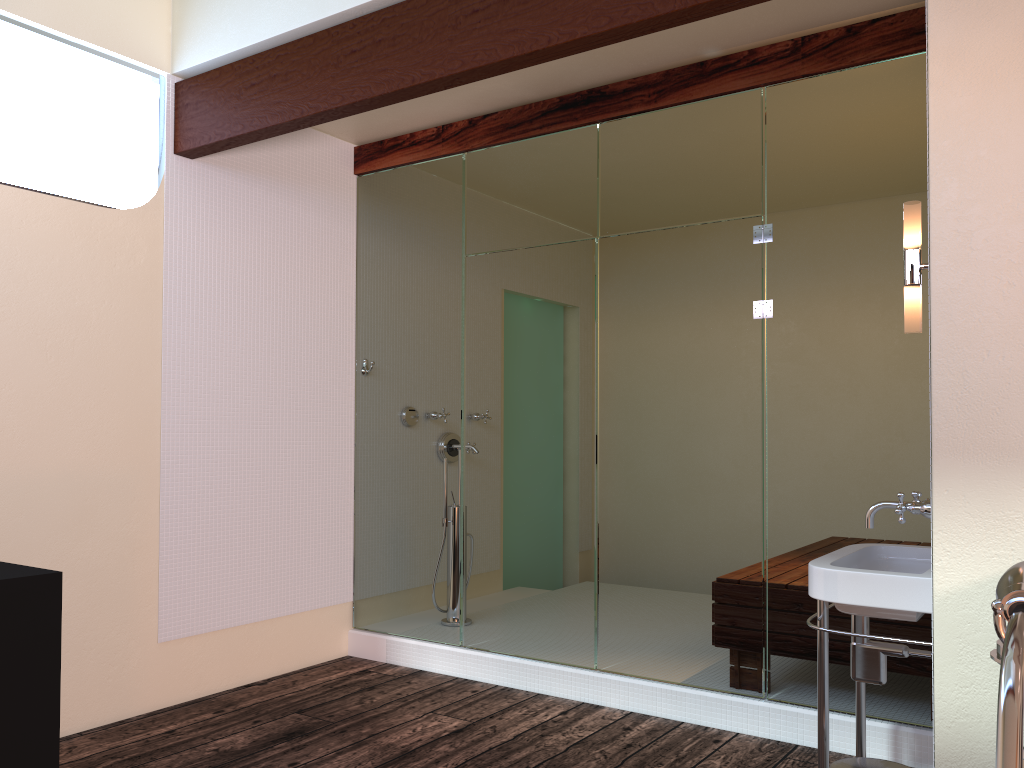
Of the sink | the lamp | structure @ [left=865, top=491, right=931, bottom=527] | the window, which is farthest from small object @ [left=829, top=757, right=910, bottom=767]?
the window

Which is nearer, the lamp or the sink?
the sink

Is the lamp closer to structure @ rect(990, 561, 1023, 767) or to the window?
structure @ rect(990, 561, 1023, 767)

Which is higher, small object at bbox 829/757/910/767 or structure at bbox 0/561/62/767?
structure at bbox 0/561/62/767

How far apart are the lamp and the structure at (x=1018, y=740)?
1.75m

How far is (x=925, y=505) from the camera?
2.2 meters

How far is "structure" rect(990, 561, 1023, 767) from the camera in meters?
0.4 m

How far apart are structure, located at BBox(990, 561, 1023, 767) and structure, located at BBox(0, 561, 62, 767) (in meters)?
1.93

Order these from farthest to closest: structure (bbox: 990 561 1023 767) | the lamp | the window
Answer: the window → the lamp → structure (bbox: 990 561 1023 767)

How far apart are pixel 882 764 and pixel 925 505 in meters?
0.6 m
